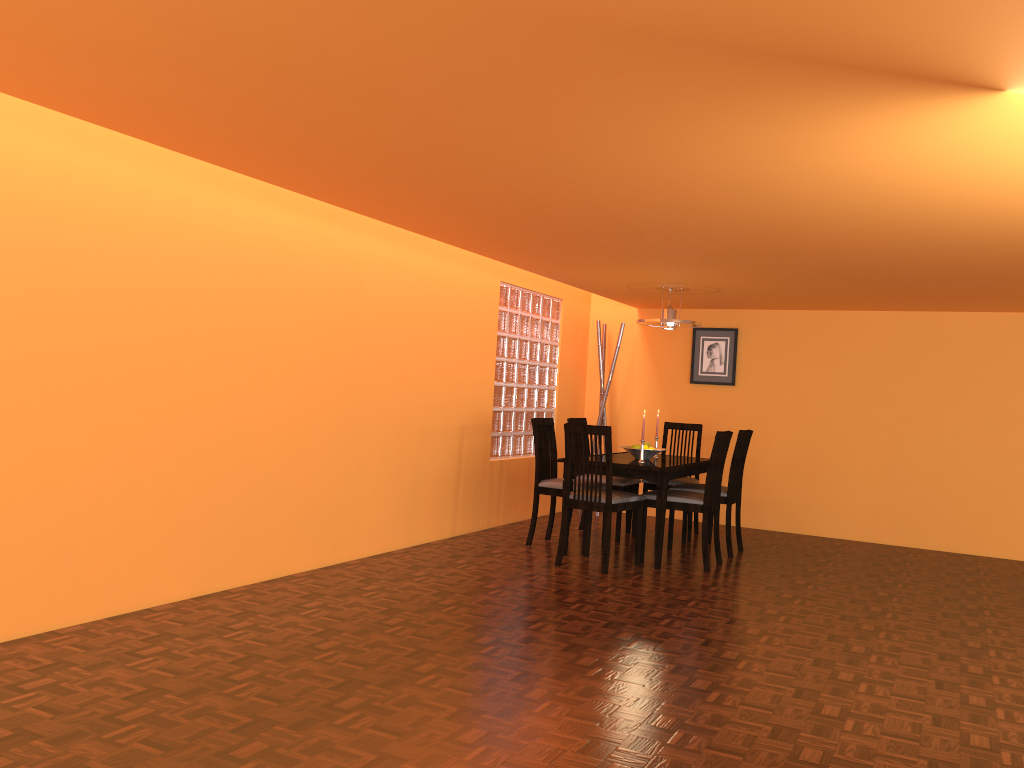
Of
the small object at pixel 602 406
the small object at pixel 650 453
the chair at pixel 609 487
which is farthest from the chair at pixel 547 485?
the small object at pixel 602 406

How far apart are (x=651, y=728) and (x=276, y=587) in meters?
2.1

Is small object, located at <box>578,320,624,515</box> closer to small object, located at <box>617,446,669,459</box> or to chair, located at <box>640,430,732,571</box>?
small object, located at <box>617,446,669,459</box>

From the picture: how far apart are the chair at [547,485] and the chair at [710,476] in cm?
56

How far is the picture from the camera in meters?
7.0 m

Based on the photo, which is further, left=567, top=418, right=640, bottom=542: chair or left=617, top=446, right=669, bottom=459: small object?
left=567, top=418, right=640, bottom=542: chair

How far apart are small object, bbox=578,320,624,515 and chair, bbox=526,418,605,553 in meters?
1.5

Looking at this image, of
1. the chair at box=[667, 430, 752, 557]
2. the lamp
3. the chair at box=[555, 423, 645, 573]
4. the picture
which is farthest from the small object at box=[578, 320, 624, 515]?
the chair at box=[555, 423, 645, 573]

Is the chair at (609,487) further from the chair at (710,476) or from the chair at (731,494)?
the chair at (731,494)

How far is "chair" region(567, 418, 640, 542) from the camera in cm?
588
